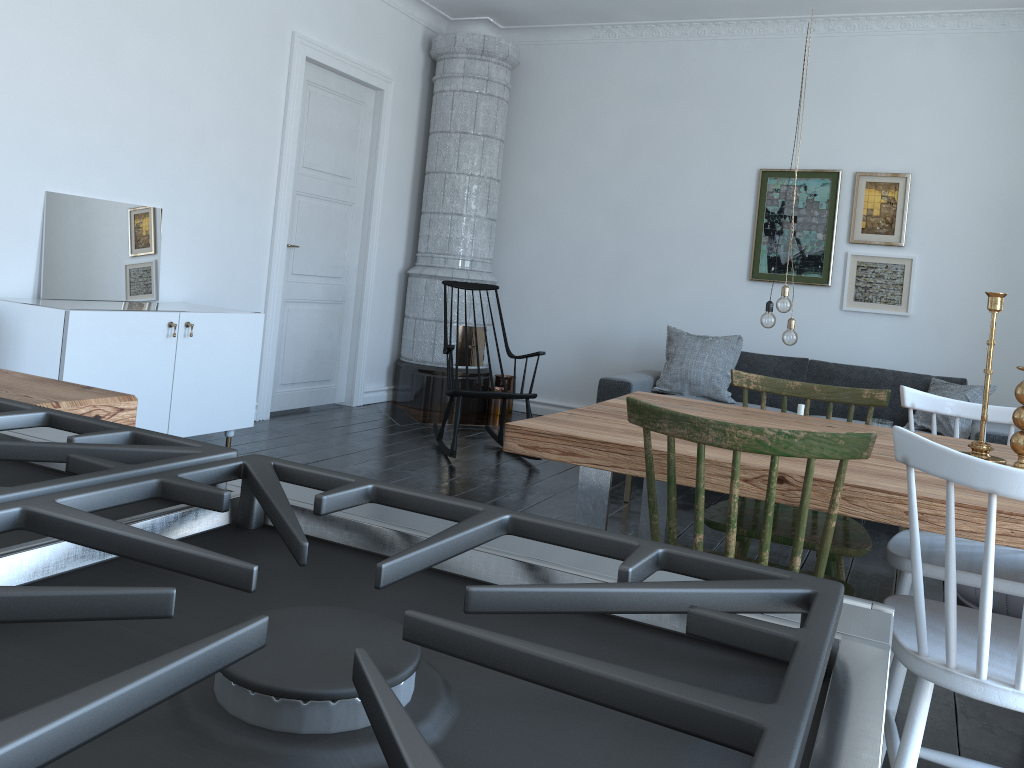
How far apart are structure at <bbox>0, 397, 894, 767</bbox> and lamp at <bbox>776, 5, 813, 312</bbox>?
3.9 meters

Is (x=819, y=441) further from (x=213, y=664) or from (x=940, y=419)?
(x=940, y=419)

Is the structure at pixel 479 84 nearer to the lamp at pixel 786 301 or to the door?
the door

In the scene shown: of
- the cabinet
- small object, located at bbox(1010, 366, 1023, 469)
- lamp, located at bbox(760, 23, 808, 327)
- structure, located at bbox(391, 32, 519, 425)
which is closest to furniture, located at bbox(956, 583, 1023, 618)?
lamp, located at bbox(760, 23, 808, 327)

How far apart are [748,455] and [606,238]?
5.1m

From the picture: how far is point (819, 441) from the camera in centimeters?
160cm

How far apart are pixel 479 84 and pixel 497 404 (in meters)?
2.40

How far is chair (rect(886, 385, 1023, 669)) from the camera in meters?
2.2 m

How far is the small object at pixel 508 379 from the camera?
7.0 meters

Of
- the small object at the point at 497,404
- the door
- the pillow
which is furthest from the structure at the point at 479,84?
the pillow
